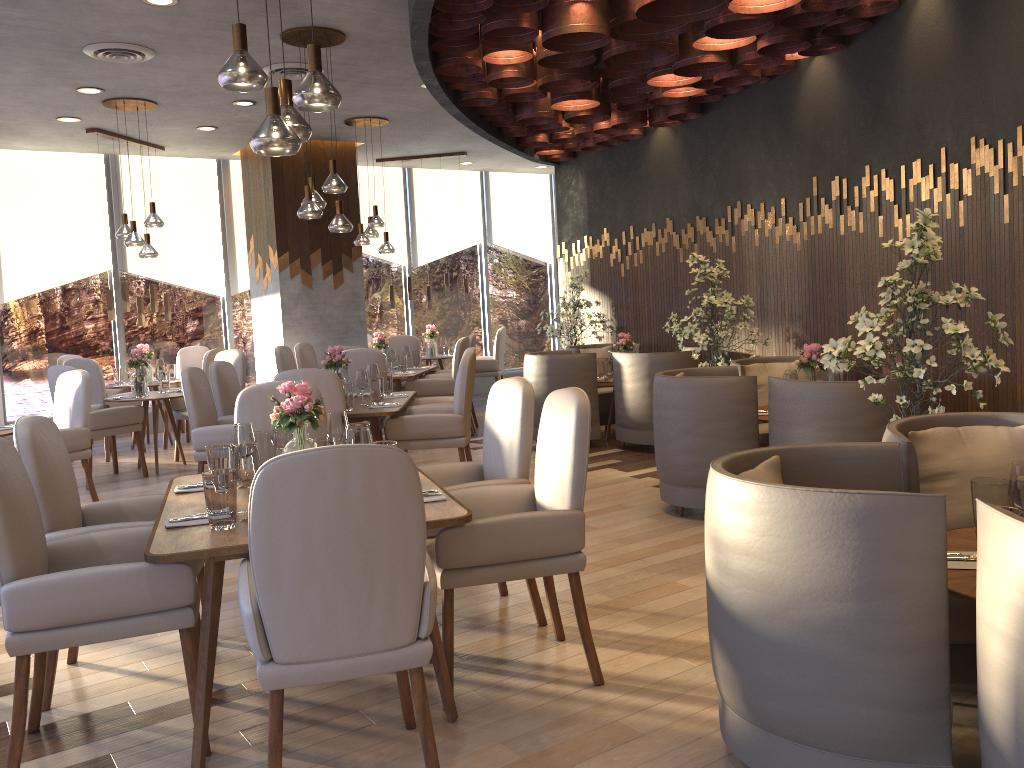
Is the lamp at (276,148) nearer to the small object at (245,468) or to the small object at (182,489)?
the small object at (245,468)

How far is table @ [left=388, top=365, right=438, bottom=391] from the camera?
8.3 meters

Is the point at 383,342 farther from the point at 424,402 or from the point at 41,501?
the point at 41,501

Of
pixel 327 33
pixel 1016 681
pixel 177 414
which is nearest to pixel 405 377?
pixel 177 414

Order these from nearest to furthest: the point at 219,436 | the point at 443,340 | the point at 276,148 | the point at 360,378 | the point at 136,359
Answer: the point at 276,148 → the point at 219,436 → the point at 360,378 → the point at 136,359 → the point at 443,340

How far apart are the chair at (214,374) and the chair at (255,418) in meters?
2.3 m

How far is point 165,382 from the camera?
8.02m

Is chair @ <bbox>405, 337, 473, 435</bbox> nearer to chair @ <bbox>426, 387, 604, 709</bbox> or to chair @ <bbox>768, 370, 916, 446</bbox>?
chair @ <bbox>768, 370, 916, 446</bbox>

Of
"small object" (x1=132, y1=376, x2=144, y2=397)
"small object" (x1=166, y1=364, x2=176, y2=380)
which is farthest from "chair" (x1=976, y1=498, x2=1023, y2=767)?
"small object" (x1=166, y1=364, x2=176, y2=380)

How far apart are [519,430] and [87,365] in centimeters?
624cm
